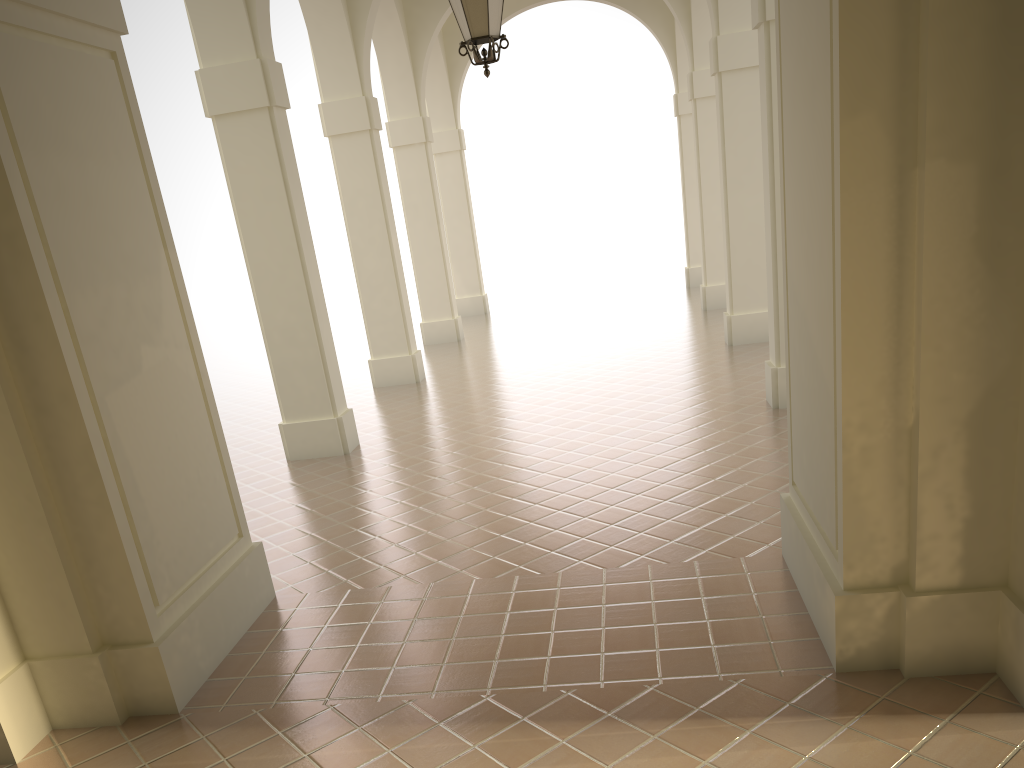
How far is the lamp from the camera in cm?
689

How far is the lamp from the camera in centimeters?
689cm

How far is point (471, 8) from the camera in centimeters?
689cm
